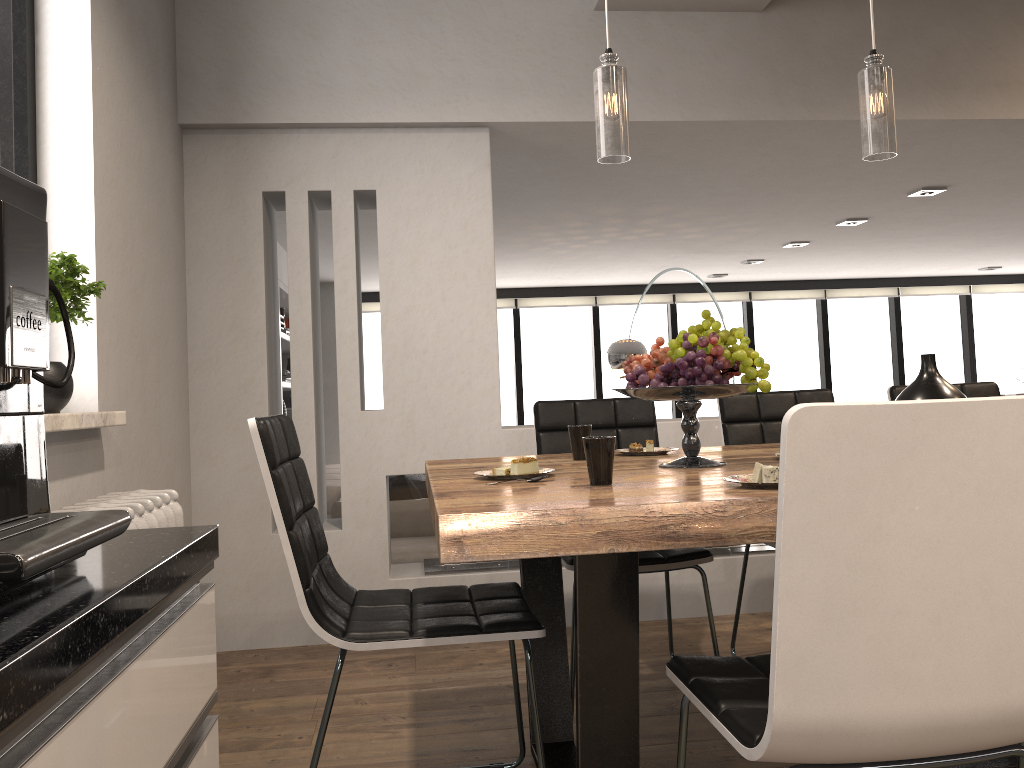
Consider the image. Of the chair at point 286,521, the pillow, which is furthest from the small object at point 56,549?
the pillow

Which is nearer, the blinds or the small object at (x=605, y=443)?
the small object at (x=605, y=443)

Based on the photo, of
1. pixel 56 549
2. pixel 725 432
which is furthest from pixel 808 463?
pixel 725 432

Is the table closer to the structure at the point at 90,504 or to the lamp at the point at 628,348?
the structure at the point at 90,504

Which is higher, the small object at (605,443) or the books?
the books

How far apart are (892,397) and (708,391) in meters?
1.6 m

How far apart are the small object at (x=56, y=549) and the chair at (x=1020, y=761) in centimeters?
161cm

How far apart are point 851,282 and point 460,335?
7.19m

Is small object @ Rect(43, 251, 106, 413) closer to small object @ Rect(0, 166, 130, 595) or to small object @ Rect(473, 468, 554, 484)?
small object @ Rect(473, 468, 554, 484)

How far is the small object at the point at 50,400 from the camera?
2.09m
